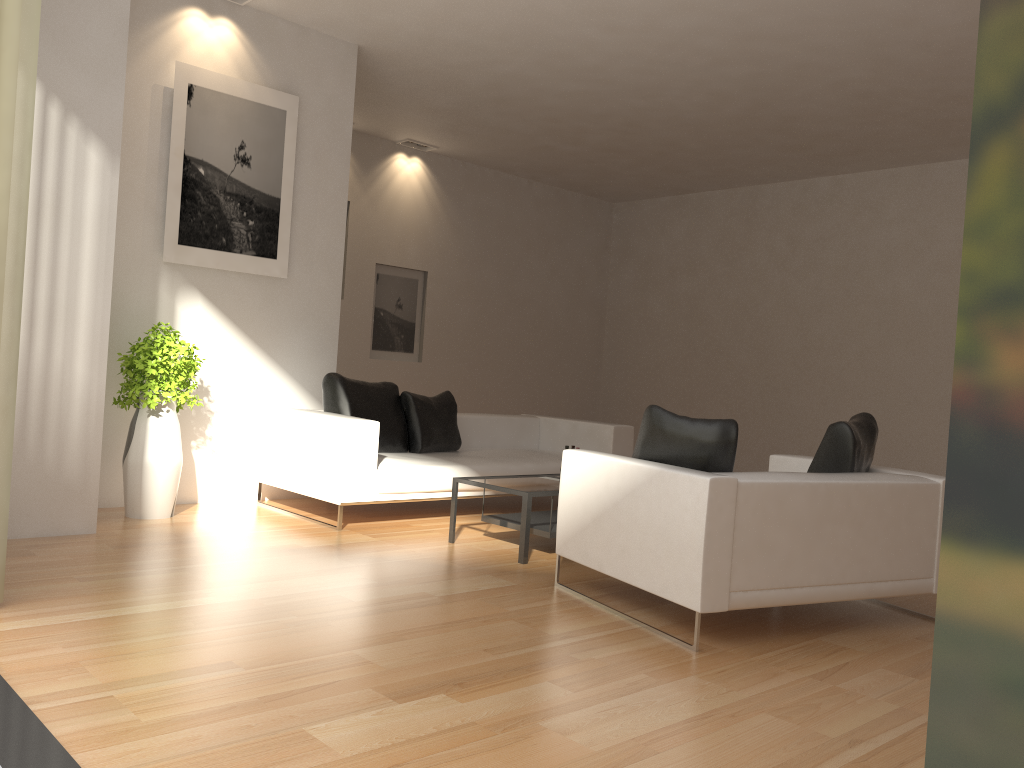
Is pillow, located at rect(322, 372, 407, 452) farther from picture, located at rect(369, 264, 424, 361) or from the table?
picture, located at rect(369, 264, 424, 361)

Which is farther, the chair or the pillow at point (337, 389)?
the pillow at point (337, 389)

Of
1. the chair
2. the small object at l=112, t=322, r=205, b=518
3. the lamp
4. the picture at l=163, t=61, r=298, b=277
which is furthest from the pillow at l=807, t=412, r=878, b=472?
the lamp

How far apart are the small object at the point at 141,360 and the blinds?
2.1 meters

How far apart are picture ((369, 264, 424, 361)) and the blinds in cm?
677

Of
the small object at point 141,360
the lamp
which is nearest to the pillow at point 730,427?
the small object at point 141,360

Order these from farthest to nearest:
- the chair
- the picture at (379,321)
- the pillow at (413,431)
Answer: the picture at (379,321)
the pillow at (413,431)
the chair

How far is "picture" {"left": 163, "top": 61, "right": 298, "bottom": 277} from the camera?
6.4m

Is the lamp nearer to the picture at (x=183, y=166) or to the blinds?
the picture at (x=183, y=166)

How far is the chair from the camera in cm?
378
